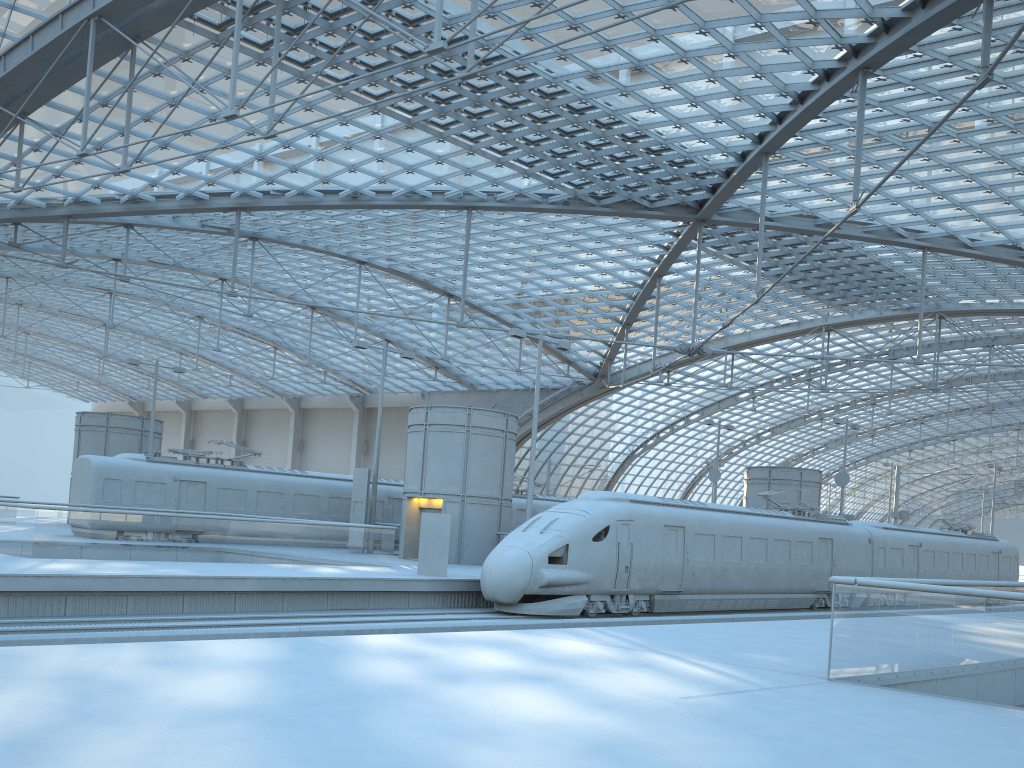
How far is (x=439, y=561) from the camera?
22.94m

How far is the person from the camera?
22.9m

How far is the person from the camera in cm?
2294
